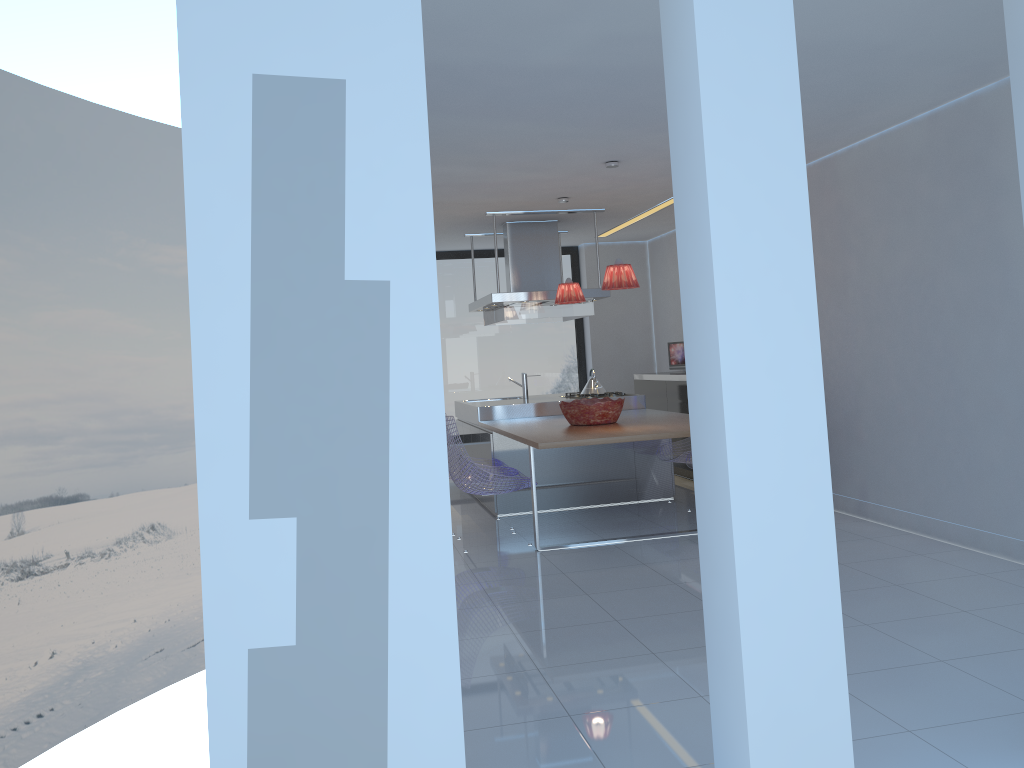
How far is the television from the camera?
9.0 meters

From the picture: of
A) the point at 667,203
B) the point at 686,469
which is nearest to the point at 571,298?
the point at 667,203

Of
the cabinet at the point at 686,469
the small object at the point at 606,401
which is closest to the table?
the small object at the point at 606,401

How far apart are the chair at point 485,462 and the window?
3.3 meters

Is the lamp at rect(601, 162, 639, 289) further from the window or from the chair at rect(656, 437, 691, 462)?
the window

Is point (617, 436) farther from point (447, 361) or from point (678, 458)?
point (447, 361)

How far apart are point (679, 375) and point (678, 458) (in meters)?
1.64

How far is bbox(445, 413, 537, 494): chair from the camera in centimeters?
577cm

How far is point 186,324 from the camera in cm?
1189

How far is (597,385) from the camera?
8.0 meters
